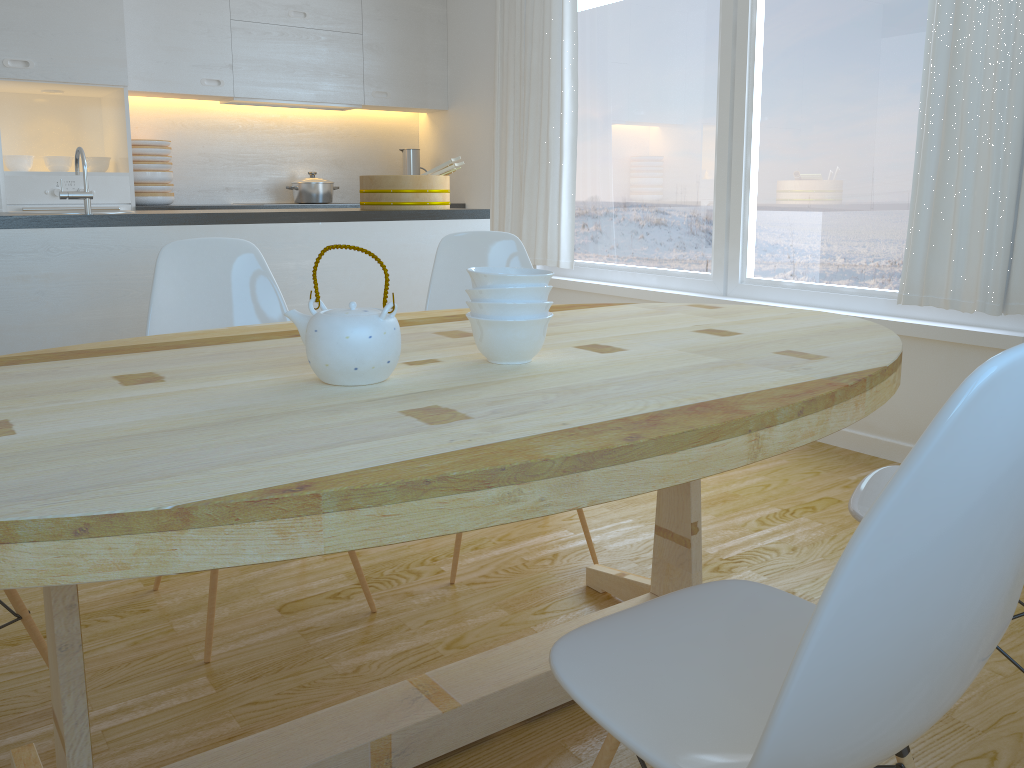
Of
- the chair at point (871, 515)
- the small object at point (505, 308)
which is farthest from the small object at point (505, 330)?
the chair at point (871, 515)

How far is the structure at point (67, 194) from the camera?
2.8m

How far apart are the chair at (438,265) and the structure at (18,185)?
2.6 meters

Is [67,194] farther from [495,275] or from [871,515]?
[871,515]

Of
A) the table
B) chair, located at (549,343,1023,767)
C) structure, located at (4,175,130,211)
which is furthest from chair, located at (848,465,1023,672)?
structure, located at (4,175,130,211)

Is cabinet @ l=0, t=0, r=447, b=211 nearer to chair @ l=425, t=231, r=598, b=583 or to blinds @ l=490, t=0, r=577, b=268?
blinds @ l=490, t=0, r=577, b=268

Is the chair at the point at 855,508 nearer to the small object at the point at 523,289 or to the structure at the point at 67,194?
the small object at the point at 523,289

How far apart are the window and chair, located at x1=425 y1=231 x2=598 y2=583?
1.5 meters

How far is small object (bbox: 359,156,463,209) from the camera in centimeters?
350cm

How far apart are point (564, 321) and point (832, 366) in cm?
68
